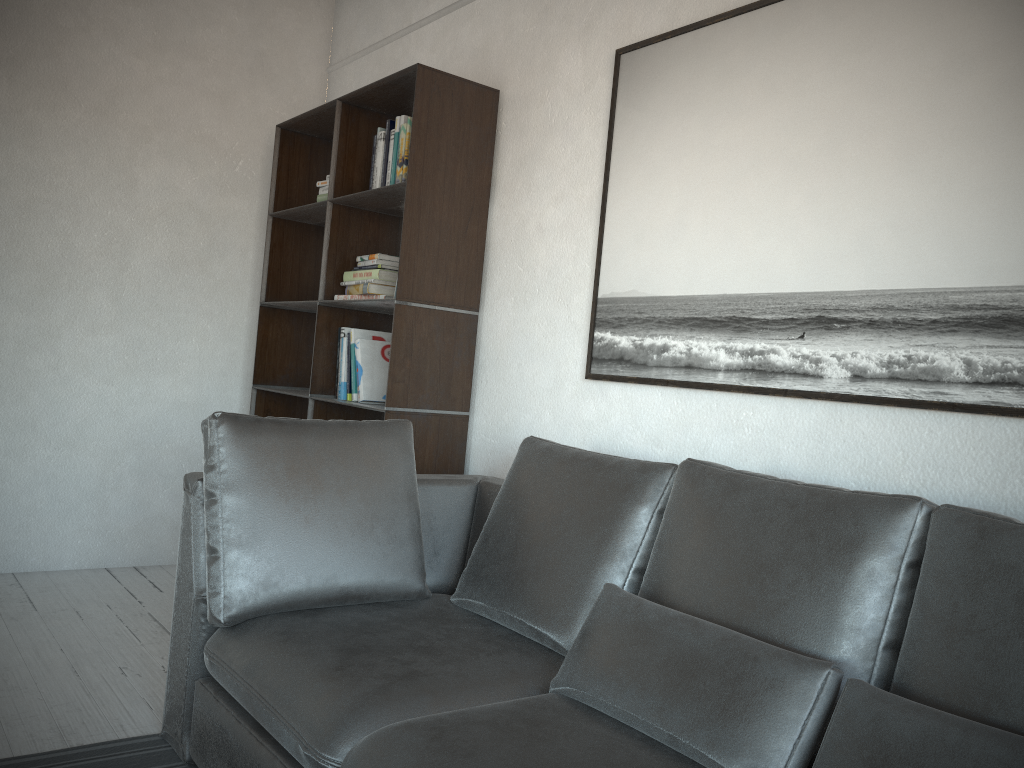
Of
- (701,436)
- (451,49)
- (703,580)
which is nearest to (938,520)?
(703,580)

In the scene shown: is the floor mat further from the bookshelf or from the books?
the books

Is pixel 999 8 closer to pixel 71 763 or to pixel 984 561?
pixel 984 561

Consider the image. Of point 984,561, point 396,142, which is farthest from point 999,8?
point 396,142

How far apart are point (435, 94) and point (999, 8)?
1.8m

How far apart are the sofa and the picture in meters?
0.4 m

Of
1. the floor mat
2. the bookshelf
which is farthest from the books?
the floor mat

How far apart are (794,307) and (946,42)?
0.7m

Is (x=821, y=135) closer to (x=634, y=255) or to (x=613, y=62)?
(x=634, y=255)

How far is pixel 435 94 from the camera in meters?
3.1
